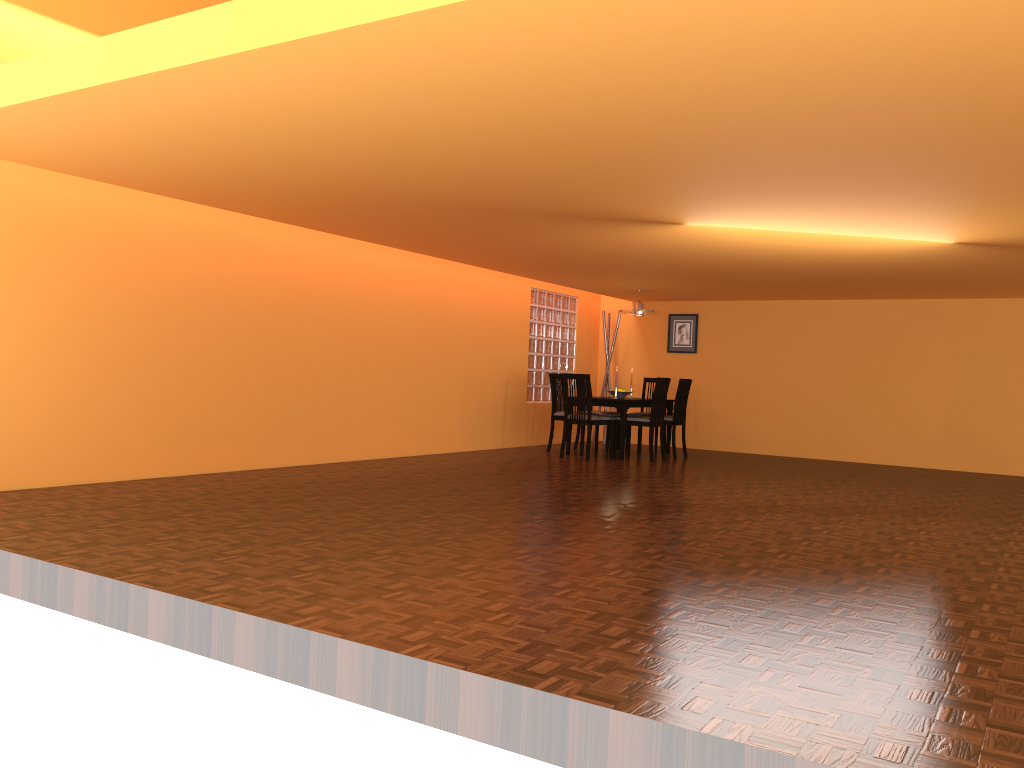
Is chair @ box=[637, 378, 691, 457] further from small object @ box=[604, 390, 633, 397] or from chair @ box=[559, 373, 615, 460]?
chair @ box=[559, 373, 615, 460]

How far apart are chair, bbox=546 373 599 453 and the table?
0.4 meters

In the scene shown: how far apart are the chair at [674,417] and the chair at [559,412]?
1.08m

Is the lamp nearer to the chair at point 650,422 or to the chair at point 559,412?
the chair at point 650,422

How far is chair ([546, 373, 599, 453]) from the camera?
8.93m

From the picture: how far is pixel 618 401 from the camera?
8.4m

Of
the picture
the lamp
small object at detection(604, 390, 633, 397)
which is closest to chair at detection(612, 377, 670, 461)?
small object at detection(604, 390, 633, 397)

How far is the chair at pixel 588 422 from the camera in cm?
822

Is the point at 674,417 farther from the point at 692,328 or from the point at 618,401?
the point at 692,328

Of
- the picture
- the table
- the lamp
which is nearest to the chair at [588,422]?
the table
